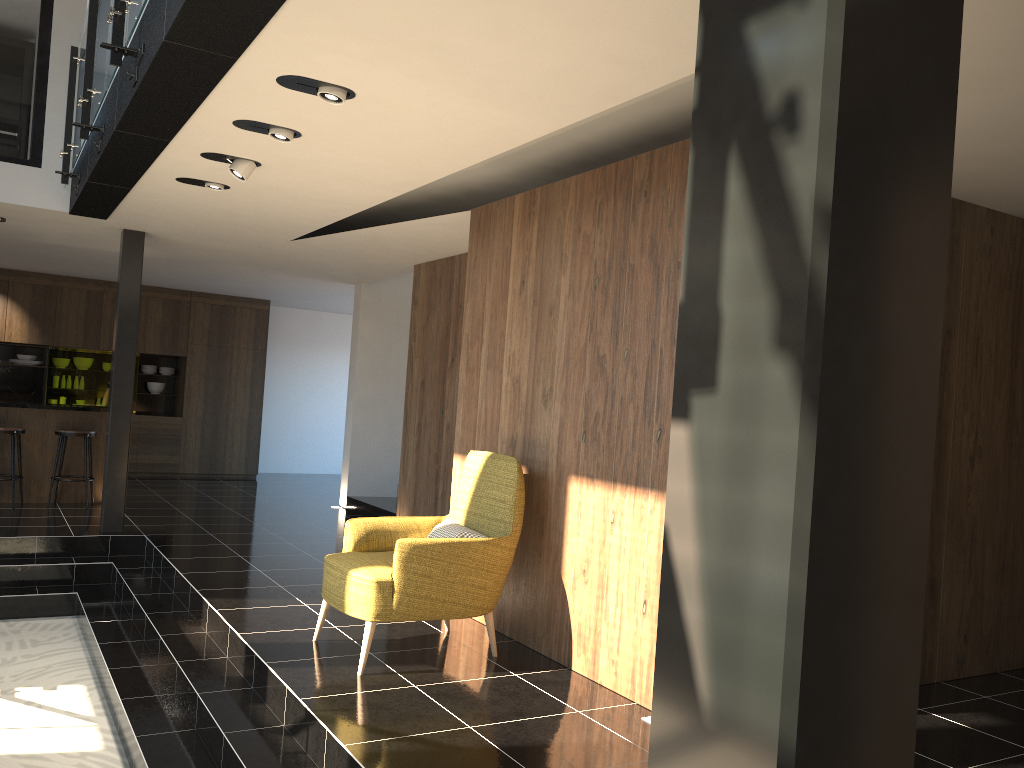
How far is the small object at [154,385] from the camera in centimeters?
1304cm

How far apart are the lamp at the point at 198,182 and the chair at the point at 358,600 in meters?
2.5 m

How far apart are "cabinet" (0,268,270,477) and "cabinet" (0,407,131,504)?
3.0m

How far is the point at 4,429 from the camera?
8.8m

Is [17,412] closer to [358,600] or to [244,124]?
[244,124]

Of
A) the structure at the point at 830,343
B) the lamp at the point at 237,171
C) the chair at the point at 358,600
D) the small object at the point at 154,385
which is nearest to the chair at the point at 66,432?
the small object at the point at 154,385

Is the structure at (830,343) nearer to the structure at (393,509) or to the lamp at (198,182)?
the lamp at (198,182)

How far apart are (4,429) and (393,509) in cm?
393

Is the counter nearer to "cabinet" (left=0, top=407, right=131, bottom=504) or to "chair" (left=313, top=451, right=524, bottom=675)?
"cabinet" (left=0, top=407, right=131, bottom=504)

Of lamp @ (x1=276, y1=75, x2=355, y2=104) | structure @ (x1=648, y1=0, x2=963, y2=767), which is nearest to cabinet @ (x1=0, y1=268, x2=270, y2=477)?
lamp @ (x1=276, y1=75, x2=355, y2=104)
